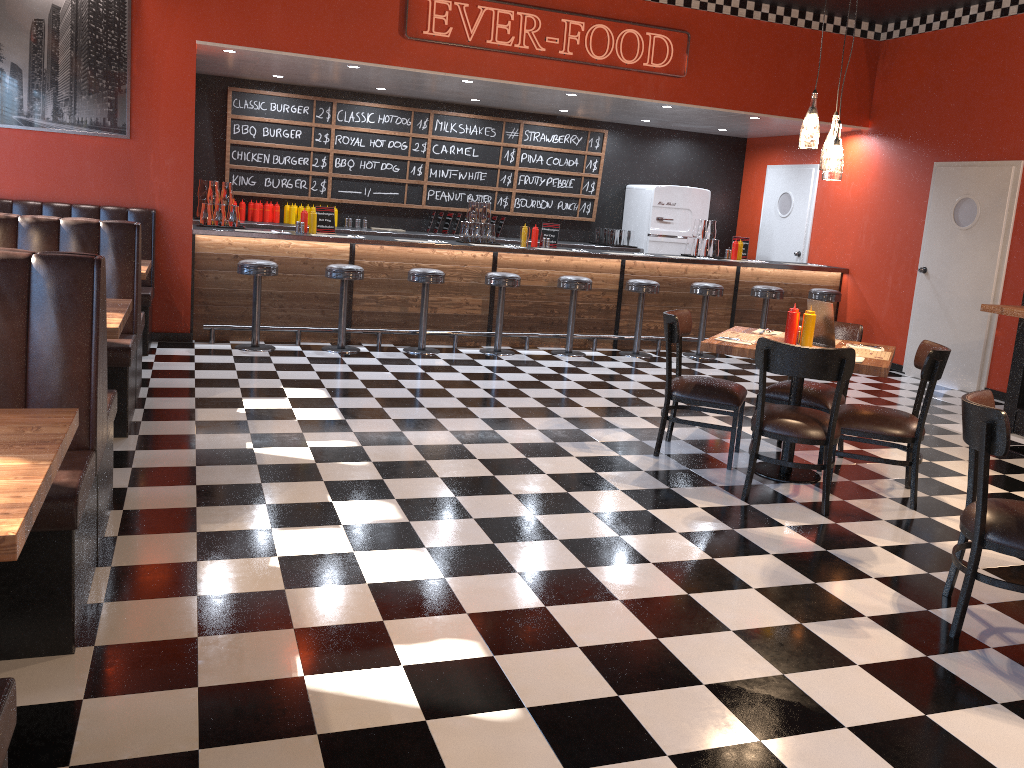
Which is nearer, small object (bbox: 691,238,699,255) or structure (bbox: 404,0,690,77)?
structure (bbox: 404,0,690,77)

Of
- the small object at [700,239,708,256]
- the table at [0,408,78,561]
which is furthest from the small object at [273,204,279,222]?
the table at [0,408,78,561]

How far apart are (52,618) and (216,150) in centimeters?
799cm

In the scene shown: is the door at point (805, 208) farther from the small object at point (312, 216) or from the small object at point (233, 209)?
the small object at point (233, 209)

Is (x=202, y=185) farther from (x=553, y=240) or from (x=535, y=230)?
(x=553, y=240)

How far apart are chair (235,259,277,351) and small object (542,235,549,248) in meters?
2.9 m

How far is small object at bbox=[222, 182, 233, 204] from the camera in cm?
804

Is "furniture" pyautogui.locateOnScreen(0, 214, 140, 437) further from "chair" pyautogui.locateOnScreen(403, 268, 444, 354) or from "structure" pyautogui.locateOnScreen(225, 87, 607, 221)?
"structure" pyautogui.locateOnScreen(225, 87, 607, 221)

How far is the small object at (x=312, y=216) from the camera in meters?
8.3 m

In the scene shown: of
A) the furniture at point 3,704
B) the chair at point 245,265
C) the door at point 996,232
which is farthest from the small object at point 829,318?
the chair at point 245,265
